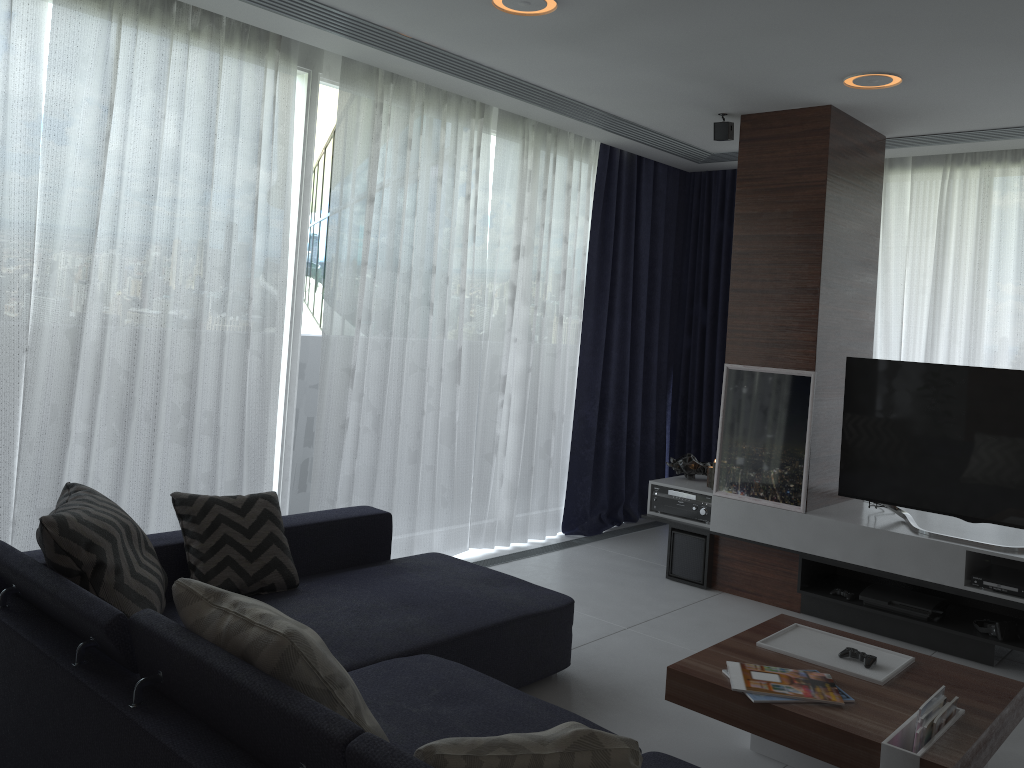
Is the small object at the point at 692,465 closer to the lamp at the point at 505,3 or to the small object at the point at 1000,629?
the small object at the point at 1000,629

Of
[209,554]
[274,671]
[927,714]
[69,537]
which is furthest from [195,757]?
[927,714]

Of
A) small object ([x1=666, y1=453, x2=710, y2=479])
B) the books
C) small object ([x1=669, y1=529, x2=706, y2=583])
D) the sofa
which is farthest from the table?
small object ([x1=666, y1=453, x2=710, y2=479])

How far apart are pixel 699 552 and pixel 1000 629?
1.5m

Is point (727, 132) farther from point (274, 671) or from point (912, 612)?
point (274, 671)

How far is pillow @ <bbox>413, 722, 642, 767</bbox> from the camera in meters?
1.5

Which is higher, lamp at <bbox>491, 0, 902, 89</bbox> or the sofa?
lamp at <bbox>491, 0, 902, 89</bbox>

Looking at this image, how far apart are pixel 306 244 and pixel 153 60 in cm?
105

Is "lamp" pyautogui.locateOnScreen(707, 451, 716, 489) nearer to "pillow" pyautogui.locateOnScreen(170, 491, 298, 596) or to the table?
the table

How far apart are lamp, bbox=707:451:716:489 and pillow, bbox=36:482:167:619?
3.1 meters
